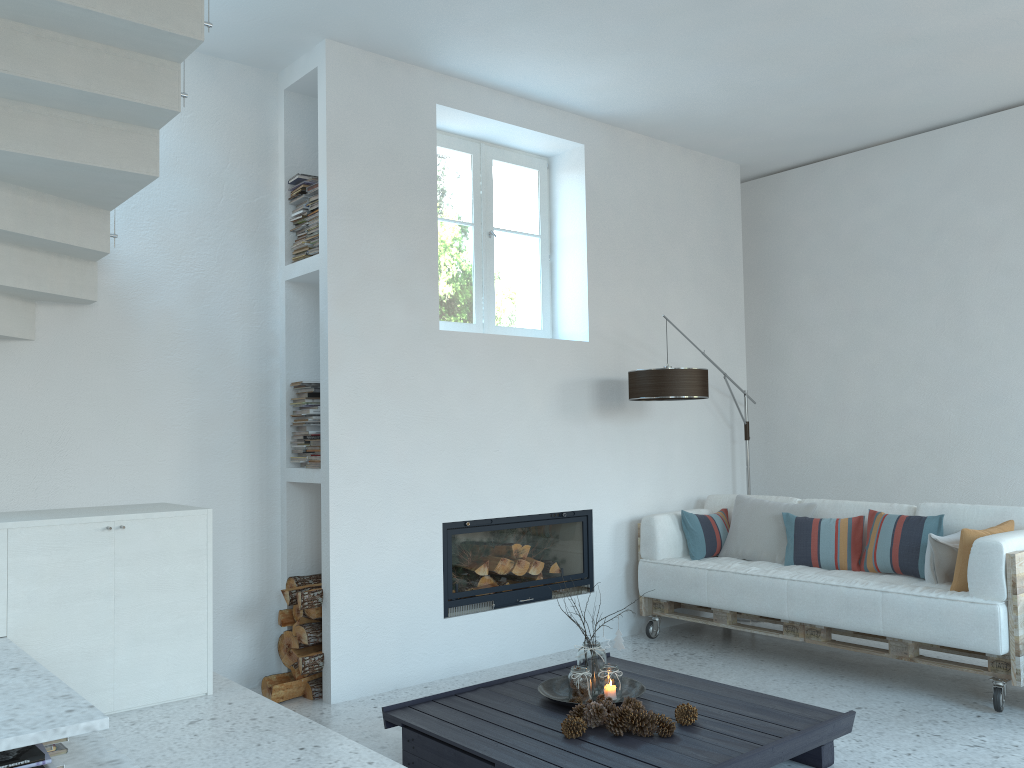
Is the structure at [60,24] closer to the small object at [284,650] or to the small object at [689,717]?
the small object at [284,650]

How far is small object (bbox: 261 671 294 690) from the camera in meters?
4.4

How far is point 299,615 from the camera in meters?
4.4 m

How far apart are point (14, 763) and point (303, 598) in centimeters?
233cm

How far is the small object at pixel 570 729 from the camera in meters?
3.1 m

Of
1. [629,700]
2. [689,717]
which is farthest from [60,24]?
[689,717]

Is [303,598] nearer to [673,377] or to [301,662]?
[301,662]

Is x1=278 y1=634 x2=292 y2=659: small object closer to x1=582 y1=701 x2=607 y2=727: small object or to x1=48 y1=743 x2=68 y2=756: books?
x1=582 y1=701 x2=607 y2=727: small object

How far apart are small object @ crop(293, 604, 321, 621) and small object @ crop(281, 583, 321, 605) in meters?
0.1 m

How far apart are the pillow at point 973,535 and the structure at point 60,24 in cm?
384
